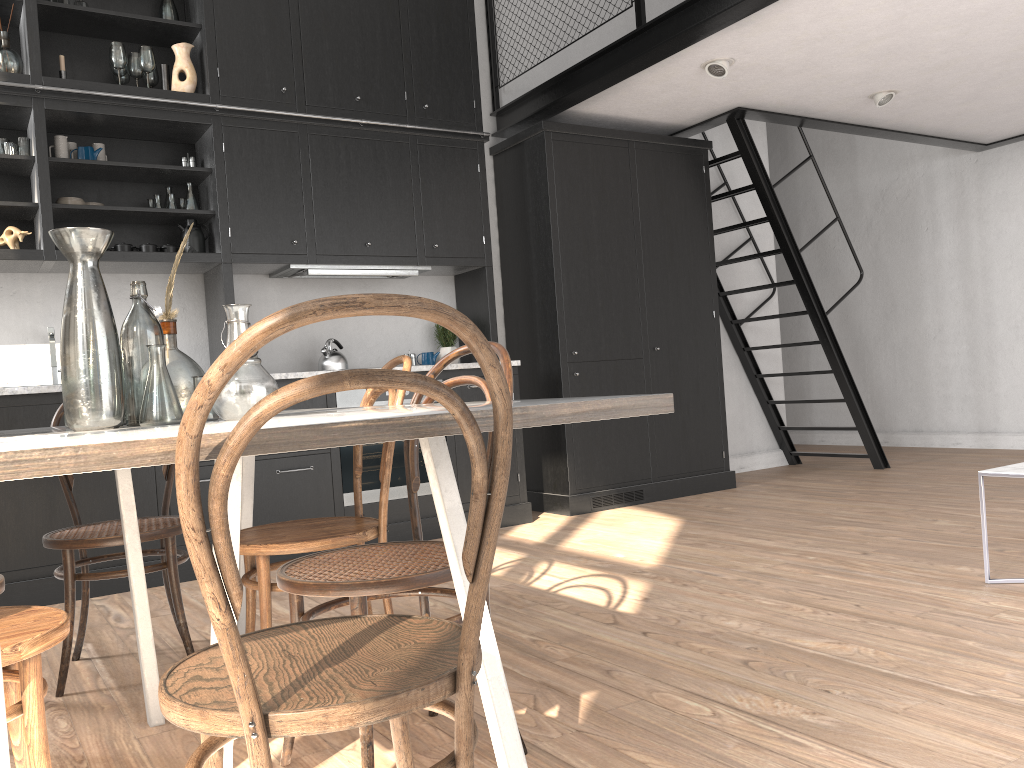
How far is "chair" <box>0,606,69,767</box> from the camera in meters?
1.4

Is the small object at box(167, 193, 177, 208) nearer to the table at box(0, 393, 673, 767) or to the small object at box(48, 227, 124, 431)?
the table at box(0, 393, 673, 767)

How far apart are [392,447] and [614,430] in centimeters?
330cm

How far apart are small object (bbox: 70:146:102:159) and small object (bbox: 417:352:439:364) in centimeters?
206cm

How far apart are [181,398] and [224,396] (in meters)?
0.41

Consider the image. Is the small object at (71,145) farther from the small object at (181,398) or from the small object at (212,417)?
the small object at (212,417)

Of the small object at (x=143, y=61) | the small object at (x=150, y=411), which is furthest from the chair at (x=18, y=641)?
the small object at (x=143, y=61)

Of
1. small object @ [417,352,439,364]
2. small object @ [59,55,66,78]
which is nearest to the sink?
small object @ [59,55,66,78]

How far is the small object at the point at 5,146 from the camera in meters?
4.1 m

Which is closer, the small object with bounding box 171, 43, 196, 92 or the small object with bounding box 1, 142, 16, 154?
the small object with bounding box 1, 142, 16, 154
